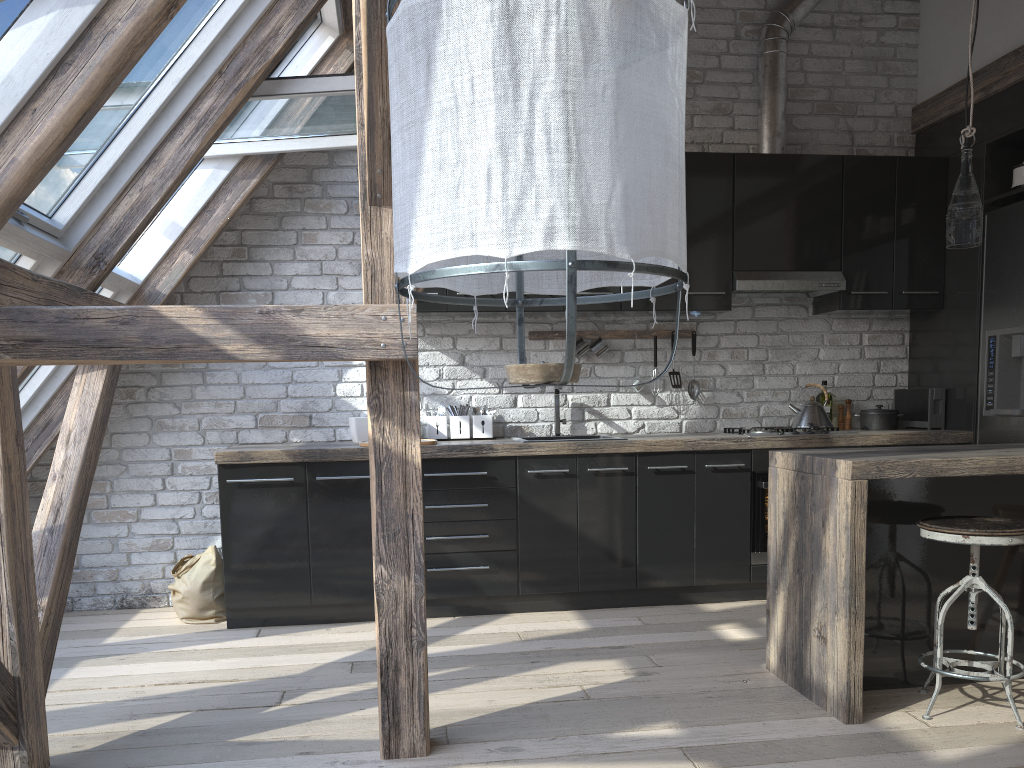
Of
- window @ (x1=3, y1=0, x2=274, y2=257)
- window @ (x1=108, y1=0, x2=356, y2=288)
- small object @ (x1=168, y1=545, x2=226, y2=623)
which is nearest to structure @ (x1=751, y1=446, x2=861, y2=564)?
window @ (x1=108, y1=0, x2=356, y2=288)

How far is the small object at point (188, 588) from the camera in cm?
417

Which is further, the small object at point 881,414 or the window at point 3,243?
the small object at point 881,414

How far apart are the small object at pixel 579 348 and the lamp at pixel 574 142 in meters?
3.3

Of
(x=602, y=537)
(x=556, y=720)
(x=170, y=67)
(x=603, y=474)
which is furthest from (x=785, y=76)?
(x=556, y=720)

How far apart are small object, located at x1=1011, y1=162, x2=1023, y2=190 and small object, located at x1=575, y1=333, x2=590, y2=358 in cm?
227

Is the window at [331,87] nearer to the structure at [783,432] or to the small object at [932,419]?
the structure at [783,432]

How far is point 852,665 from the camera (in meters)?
2.73

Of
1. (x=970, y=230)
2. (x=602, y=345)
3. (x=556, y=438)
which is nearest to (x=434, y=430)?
(x=556, y=438)

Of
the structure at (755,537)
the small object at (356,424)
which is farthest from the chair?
the small object at (356,424)
